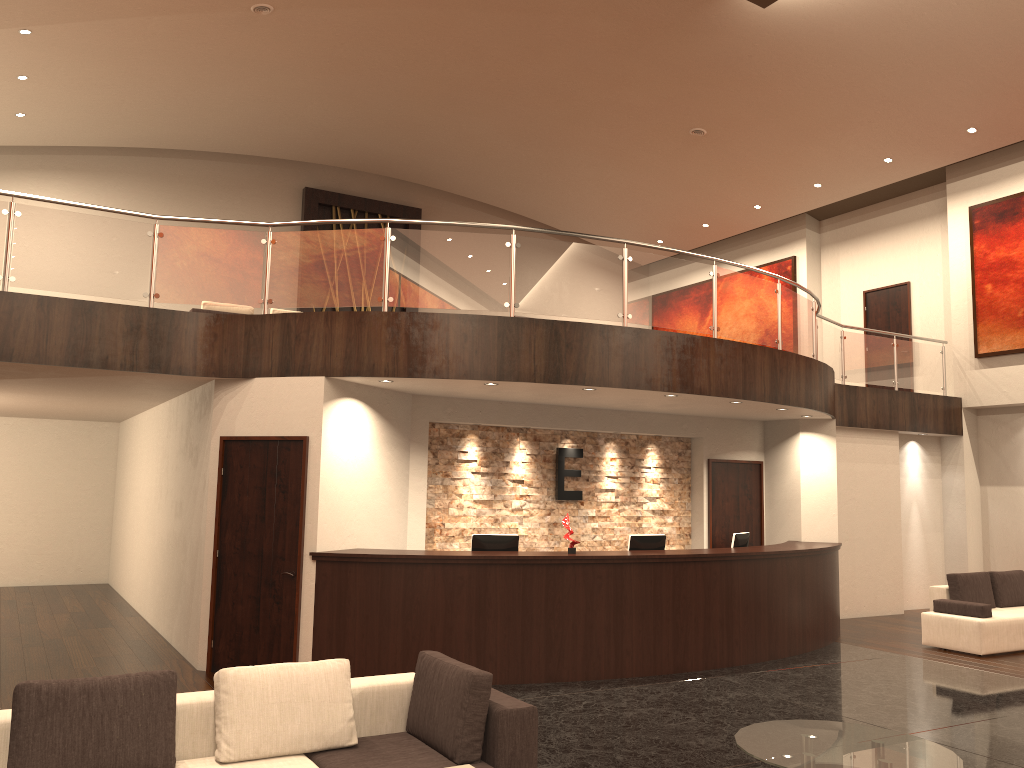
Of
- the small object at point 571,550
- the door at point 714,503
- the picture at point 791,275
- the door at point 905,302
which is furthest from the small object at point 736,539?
the picture at point 791,275

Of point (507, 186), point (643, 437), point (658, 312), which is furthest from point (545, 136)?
point (658, 312)

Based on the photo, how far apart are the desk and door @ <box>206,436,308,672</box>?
0.2 meters

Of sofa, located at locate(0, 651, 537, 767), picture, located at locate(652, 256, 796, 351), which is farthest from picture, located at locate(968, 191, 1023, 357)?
sofa, located at locate(0, 651, 537, 767)

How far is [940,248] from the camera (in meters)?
15.56

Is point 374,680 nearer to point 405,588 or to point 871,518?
point 405,588

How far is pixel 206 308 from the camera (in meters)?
12.16

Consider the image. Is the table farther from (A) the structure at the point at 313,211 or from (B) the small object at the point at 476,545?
(A) the structure at the point at 313,211

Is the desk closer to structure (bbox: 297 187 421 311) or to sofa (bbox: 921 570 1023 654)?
sofa (bbox: 921 570 1023 654)

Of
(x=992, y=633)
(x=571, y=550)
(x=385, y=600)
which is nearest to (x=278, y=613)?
(x=385, y=600)
